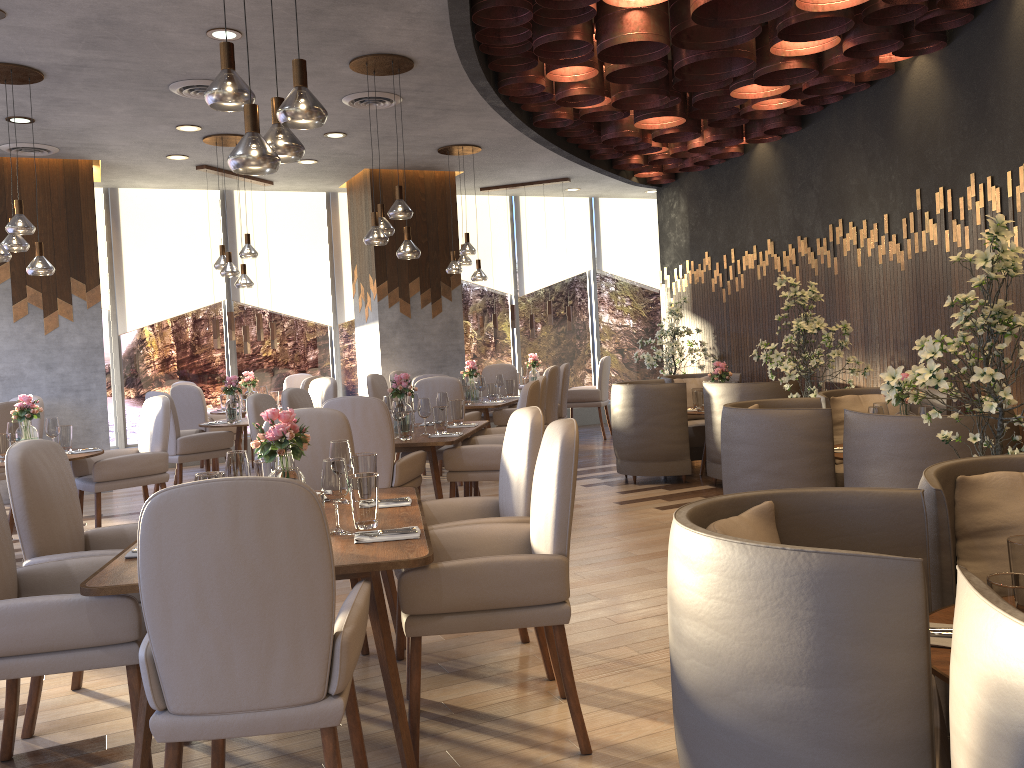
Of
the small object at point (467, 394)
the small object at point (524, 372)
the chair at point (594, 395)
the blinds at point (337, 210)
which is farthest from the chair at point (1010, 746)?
the blinds at point (337, 210)

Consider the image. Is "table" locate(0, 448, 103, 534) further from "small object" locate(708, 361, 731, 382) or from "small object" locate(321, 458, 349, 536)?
"small object" locate(708, 361, 731, 382)

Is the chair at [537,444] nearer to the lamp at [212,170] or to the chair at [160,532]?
the chair at [160,532]

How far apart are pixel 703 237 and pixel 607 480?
2.83m

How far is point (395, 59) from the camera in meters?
5.9 m

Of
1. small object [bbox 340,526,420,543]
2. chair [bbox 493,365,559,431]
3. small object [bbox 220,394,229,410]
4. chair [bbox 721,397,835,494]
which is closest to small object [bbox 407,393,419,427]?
chair [bbox 493,365,559,431]

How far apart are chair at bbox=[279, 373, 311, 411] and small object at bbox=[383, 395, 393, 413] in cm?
427

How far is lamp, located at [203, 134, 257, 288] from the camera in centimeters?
777cm

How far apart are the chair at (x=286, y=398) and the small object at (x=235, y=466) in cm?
313

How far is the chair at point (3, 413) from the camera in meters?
6.8 m
